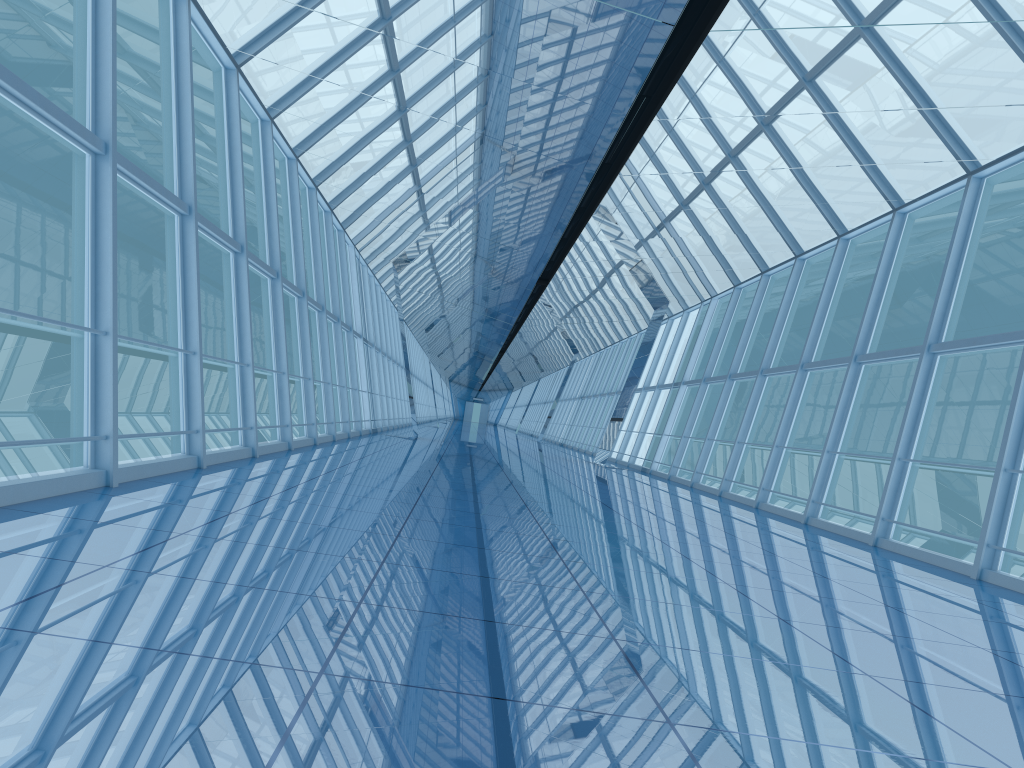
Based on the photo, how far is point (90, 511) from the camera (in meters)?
4.81

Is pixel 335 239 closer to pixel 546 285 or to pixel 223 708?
pixel 546 285

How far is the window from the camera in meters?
8.0 m

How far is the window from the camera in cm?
795

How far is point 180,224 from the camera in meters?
8.0
